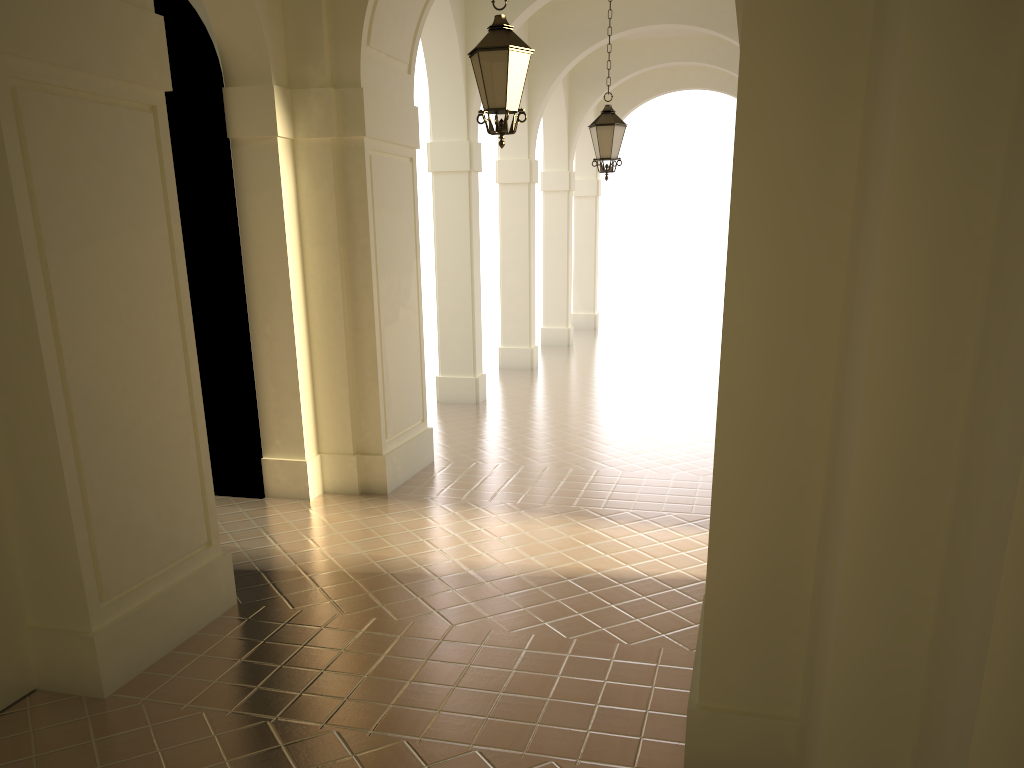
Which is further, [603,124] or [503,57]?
[603,124]

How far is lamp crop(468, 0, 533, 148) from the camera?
6.7 meters

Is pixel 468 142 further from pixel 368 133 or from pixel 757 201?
pixel 757 201

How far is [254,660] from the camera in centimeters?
566cm

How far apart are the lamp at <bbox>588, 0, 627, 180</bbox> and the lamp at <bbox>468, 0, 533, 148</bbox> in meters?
4.8

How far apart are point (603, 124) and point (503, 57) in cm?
506

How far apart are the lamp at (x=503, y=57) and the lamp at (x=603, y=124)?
4.8 meters

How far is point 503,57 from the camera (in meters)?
6.66

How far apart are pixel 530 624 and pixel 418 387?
4.8m

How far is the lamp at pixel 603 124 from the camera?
11.47m
